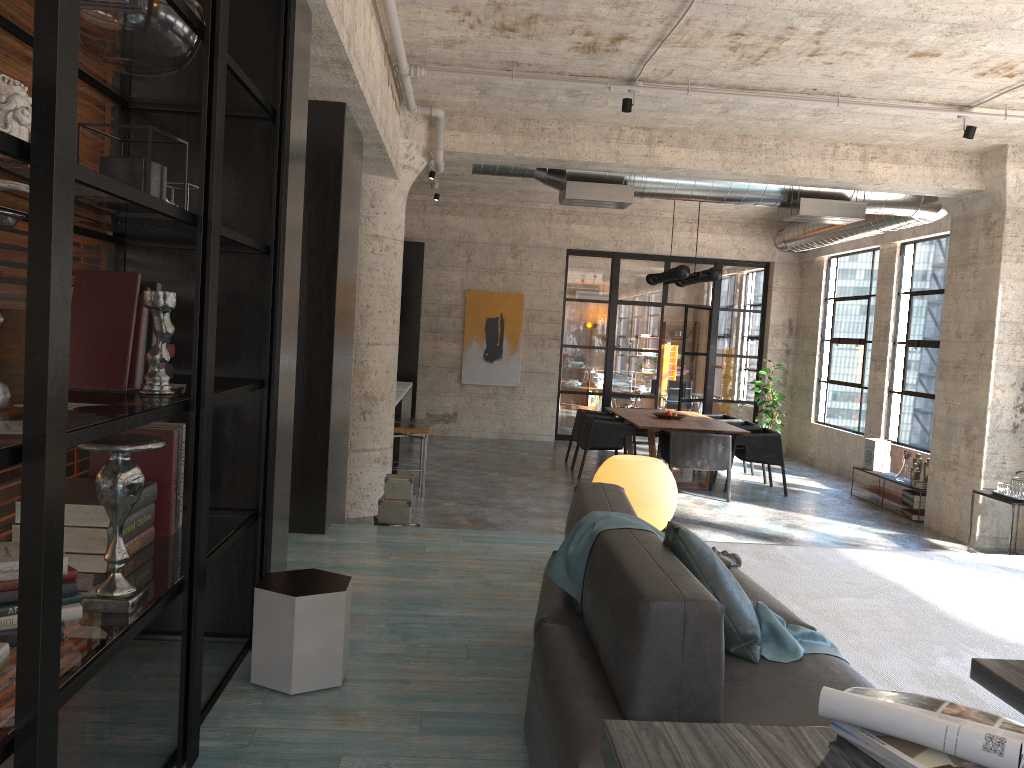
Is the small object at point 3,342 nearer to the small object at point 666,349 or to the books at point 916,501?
the books at point 916,501

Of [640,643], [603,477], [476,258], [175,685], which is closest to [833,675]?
[640,643]

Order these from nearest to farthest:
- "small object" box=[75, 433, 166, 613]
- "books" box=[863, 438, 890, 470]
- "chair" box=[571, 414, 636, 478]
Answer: "small object" box=[75, 433, 166, 613], "books" box=[863, 438, 890, 470], "chair" box=[571, 414, 636, 478]

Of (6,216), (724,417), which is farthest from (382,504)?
(724,417)

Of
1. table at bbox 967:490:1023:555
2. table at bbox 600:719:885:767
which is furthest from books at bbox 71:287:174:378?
table at bbox 967:490:1023:555

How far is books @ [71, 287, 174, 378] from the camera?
3.1 meters

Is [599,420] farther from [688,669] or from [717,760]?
[717,760]

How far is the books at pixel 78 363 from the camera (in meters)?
2.61

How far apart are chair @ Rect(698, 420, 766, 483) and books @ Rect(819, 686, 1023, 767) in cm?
1029

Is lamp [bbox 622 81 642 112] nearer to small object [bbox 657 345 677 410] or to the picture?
the picture
